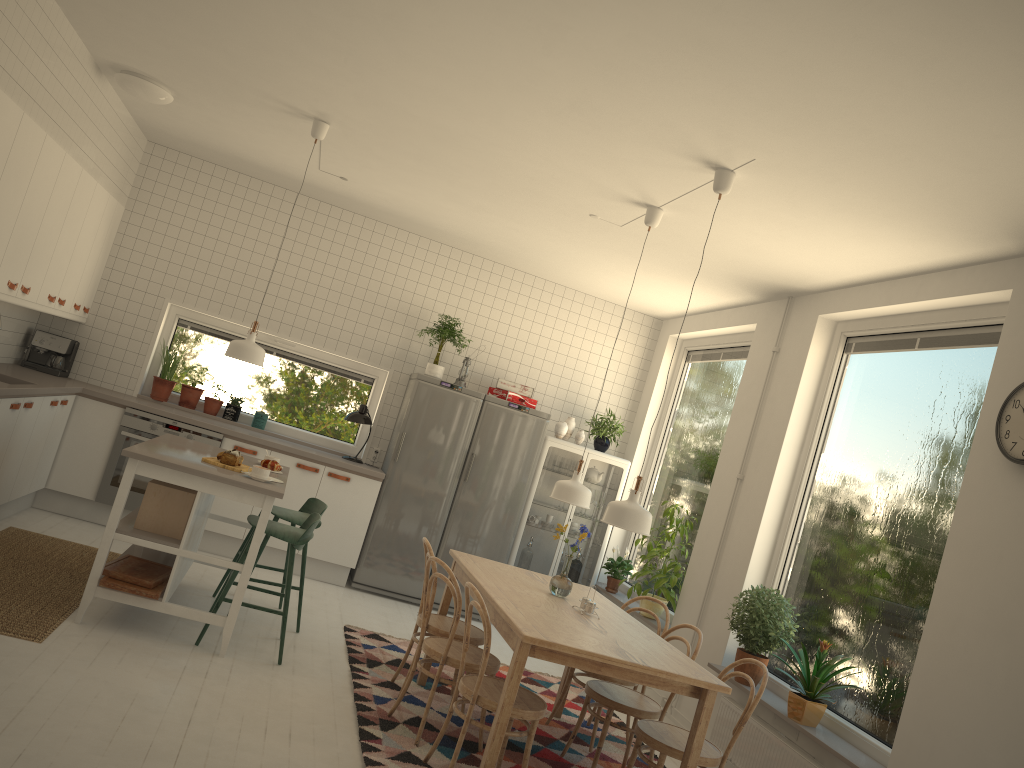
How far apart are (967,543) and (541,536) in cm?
393

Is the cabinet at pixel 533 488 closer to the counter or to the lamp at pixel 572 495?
the counter

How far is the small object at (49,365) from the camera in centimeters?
663cm

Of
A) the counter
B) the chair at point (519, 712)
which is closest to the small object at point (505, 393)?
the counter

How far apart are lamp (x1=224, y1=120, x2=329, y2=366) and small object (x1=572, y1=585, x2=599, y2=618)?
2.2 meters

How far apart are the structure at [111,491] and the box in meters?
2.1 m

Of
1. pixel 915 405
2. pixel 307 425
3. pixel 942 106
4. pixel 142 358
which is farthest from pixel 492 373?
pixel 942 106

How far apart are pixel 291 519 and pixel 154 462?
1.11m

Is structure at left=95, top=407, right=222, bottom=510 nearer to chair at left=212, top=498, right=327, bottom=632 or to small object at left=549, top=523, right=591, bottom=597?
chair at left=212, top=498, right=327, bottom=632

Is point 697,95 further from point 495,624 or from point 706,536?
point 706,536
